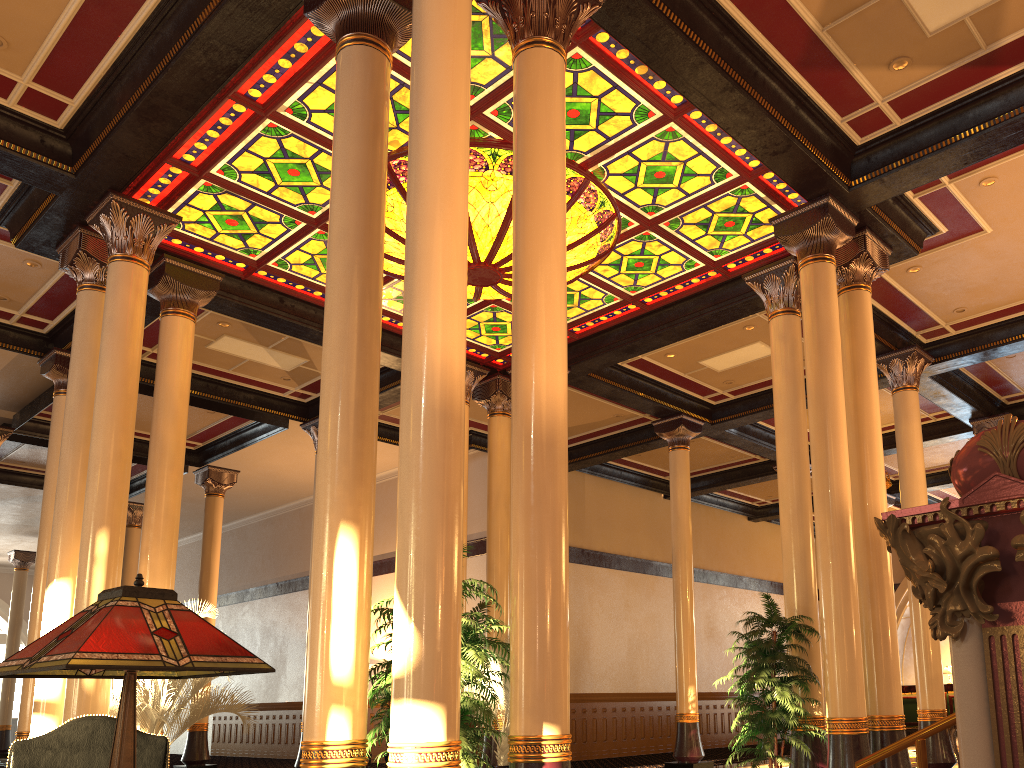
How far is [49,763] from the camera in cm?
335

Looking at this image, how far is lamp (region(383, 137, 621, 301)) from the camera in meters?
A: 8.5

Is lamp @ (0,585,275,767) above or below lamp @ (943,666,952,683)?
below

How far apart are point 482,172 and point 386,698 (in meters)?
11.21

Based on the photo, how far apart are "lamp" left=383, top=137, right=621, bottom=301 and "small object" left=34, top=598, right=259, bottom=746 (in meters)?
4.74

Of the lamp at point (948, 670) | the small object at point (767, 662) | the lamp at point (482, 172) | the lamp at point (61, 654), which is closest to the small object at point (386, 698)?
the lamp at point (482, 172)

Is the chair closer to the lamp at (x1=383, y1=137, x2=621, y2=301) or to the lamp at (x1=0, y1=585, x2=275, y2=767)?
the lamp at (x1=0, y1=585, x2=275, y2=767)

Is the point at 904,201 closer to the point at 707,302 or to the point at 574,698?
the point at 707,302

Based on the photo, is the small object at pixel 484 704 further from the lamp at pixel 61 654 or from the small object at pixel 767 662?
the lamp at pixel 61 654

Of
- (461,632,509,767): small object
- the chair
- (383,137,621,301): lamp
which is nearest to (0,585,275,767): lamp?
the chair
